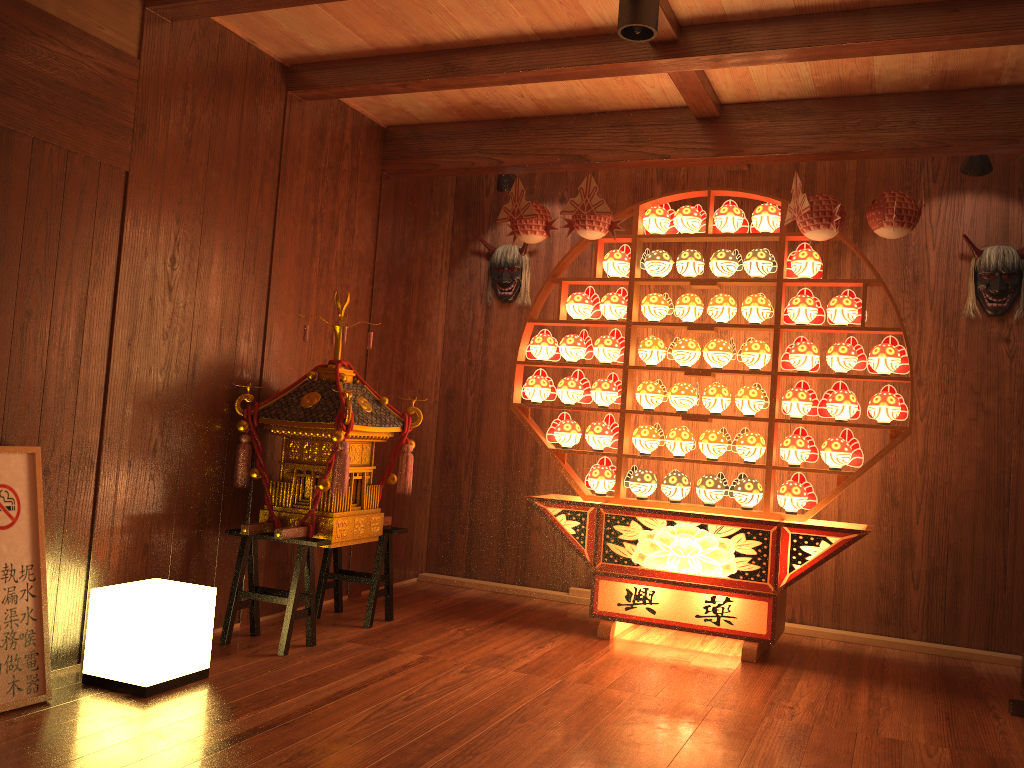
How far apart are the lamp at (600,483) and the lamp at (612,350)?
0.5 meters

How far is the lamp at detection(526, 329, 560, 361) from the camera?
4.56m

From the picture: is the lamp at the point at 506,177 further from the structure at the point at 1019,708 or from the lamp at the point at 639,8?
the structure at the point at 1019,708

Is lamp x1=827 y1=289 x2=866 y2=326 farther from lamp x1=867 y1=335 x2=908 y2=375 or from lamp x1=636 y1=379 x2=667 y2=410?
lamp x1=636 y1=379 x2=667 y2=410

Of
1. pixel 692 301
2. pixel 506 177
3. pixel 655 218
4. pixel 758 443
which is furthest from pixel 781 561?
pixel 506 177

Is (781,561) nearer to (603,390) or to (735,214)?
(603,390)

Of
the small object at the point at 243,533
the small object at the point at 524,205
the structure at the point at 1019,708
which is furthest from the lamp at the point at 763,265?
the structure at the point at 1019,708

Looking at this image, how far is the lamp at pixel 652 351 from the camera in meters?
4.3 m

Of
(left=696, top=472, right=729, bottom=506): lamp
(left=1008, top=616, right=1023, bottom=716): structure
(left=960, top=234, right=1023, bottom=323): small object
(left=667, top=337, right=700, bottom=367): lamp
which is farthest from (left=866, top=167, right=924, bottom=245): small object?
(left=1008, top=616, right=1023, bottom=716): structure

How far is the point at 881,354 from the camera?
3.9 meters
